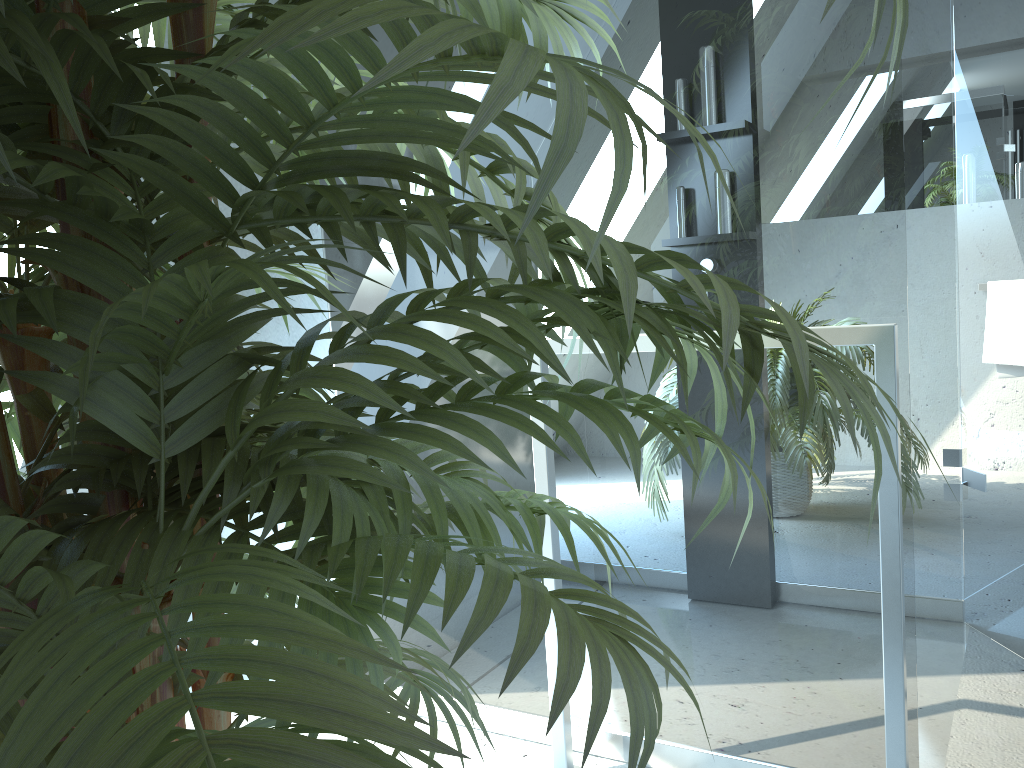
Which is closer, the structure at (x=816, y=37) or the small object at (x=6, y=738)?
the small object at (x=6, y=738)

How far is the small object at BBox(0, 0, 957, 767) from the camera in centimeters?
32cm

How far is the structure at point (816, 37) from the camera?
1.4m

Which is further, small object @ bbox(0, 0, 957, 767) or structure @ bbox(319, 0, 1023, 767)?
structure @ bbox(319, 0, 1023, 767)

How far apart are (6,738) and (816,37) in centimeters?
148cm

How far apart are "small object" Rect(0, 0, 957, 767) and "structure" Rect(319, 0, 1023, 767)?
0.6m

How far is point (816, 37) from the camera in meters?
1.4 m

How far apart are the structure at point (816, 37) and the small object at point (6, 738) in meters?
0.6 m
